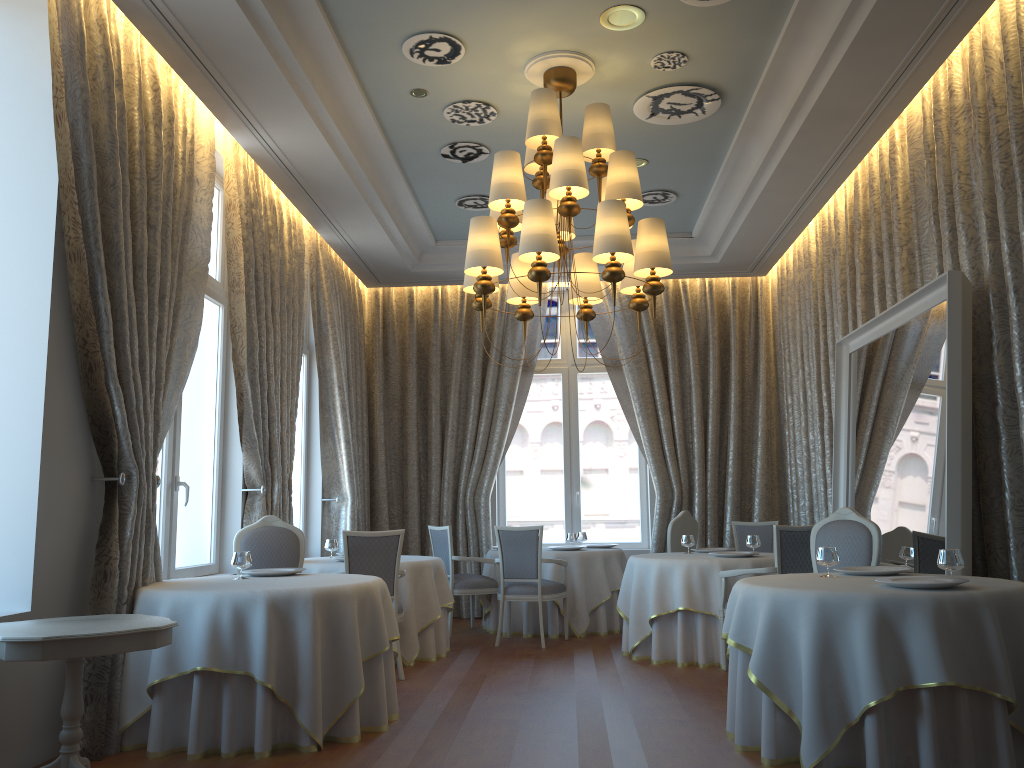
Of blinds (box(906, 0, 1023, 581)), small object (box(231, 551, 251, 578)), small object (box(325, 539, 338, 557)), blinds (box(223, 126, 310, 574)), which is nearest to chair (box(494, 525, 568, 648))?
small object (box(325, 539, 338, 557))

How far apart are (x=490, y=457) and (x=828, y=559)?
6.01m

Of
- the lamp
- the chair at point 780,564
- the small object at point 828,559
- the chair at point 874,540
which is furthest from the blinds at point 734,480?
the small object at point 828,559

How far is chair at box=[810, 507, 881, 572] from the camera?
5.7m

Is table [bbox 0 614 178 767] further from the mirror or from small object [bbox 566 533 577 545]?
small object [bbox 566 533 577 545]

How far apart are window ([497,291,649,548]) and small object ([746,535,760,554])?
3.4m

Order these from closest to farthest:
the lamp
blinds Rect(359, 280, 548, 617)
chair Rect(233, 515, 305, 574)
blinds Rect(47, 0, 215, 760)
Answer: blinds Rect(47, 0, 215, 760) < the lamp < chair Rect(233, 515, 305, 574) < blinds Rect(359, 280, 548, 617)

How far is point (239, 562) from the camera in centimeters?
545cm

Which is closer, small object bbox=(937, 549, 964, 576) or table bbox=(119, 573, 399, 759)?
small object bbox=(937, 549, 964, 576)

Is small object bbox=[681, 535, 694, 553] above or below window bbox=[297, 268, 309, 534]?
below
